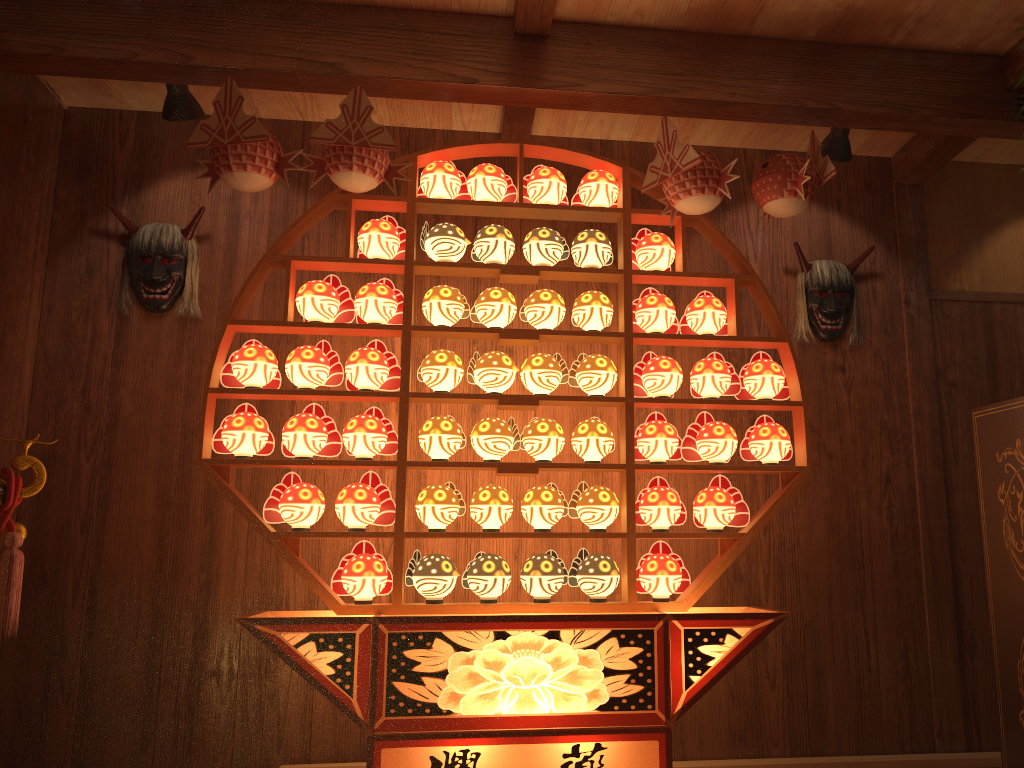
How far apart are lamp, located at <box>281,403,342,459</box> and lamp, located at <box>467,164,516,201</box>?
0.9 meters

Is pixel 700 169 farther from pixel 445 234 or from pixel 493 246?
pixel 445 234

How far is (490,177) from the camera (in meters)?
3.00

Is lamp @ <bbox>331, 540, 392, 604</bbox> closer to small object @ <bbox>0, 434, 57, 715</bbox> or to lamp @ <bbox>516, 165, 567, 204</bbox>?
small object @ <bbox>0, 434, 57, 715</bbox>

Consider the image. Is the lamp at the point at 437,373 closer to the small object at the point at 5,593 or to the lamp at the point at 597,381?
the lamp at the point at 597,381

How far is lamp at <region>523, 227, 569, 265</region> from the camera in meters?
3.0

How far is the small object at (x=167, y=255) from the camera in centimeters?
341cm

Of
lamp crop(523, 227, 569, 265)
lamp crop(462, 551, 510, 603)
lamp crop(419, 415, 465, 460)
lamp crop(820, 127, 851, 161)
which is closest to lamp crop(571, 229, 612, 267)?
lamp crop(523, 227, 569, 265)

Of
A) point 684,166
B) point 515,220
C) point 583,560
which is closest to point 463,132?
point 515,220

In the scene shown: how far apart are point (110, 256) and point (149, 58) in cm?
98
